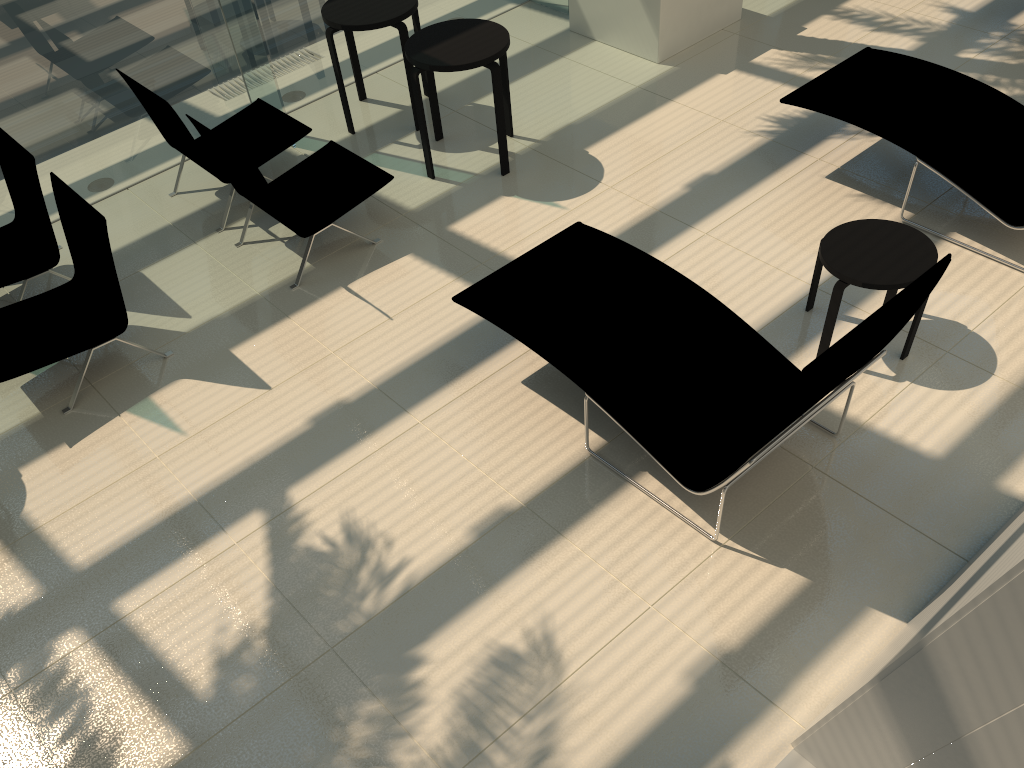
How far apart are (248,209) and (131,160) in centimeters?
133cm

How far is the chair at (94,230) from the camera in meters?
4.8

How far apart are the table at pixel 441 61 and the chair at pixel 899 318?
1.5 meters

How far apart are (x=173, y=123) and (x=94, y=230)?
1.4m

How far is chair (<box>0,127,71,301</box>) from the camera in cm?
533

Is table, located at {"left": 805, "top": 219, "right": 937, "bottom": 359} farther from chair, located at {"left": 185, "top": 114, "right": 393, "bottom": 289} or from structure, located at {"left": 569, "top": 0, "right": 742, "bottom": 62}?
structure, located at {"left": 569, "top": 0, "right": 742, "bottom": 62}

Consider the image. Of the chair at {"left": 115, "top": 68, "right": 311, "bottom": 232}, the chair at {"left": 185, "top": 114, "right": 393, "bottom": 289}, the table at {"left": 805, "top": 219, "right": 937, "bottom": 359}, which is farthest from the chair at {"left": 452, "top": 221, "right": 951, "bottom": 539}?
the chair at {"left": 115, "top": 68, "right": 311, "bottom": 232}

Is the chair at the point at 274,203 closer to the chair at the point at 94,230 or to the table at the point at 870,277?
the chair at the point at 94,230

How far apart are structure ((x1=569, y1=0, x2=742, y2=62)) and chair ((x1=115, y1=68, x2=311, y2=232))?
2.88m

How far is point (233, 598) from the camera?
3.9m
